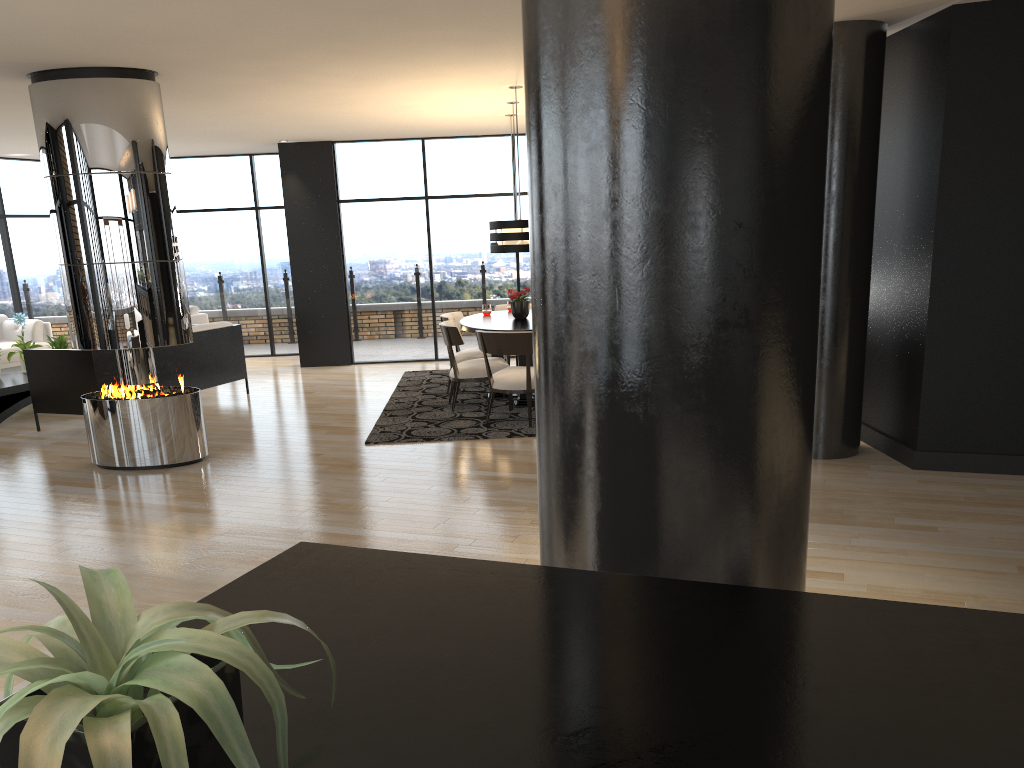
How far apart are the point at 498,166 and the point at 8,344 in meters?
6.3 m

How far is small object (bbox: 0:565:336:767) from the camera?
0.7m

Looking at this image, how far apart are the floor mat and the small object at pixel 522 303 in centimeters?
87cm

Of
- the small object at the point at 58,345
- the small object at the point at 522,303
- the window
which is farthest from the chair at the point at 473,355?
the small object at the point at 58,345

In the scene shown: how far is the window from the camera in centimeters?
1118cm

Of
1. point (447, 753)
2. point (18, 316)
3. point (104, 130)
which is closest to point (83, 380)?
point (18, 316)

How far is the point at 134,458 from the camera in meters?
6.4

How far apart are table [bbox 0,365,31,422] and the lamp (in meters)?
4.82

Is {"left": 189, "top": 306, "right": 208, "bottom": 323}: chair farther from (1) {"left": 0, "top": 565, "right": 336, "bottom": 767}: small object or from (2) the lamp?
(1) {"left": 0, "top": 565, "right": 336, "bottom": 767}: small object

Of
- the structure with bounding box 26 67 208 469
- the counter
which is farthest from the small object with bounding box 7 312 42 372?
the counter
